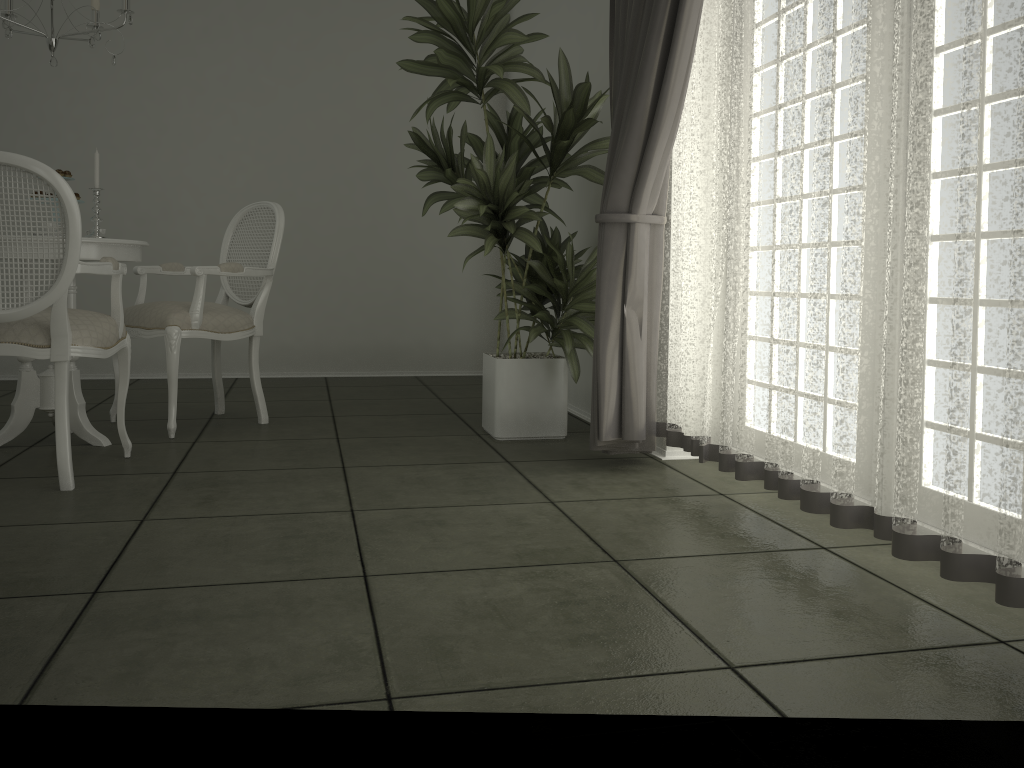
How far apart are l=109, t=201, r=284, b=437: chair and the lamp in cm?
92

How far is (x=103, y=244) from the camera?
3.4m

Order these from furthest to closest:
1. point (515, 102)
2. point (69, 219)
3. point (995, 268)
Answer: point (515, 102) < point (69, 219) < point (995, 268)

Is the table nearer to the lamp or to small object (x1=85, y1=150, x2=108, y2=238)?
small object (x1=85, y1=150, x2=108, y2=238)

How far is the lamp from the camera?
3.37m

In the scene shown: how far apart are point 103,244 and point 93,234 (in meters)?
0.11

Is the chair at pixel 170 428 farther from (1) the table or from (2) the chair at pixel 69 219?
(2) the chair at pixel 69 219

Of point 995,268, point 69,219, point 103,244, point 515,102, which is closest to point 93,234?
point 103,244

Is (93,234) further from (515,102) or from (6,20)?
(515,102)

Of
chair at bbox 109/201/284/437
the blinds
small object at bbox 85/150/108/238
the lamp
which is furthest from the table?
the blinds
